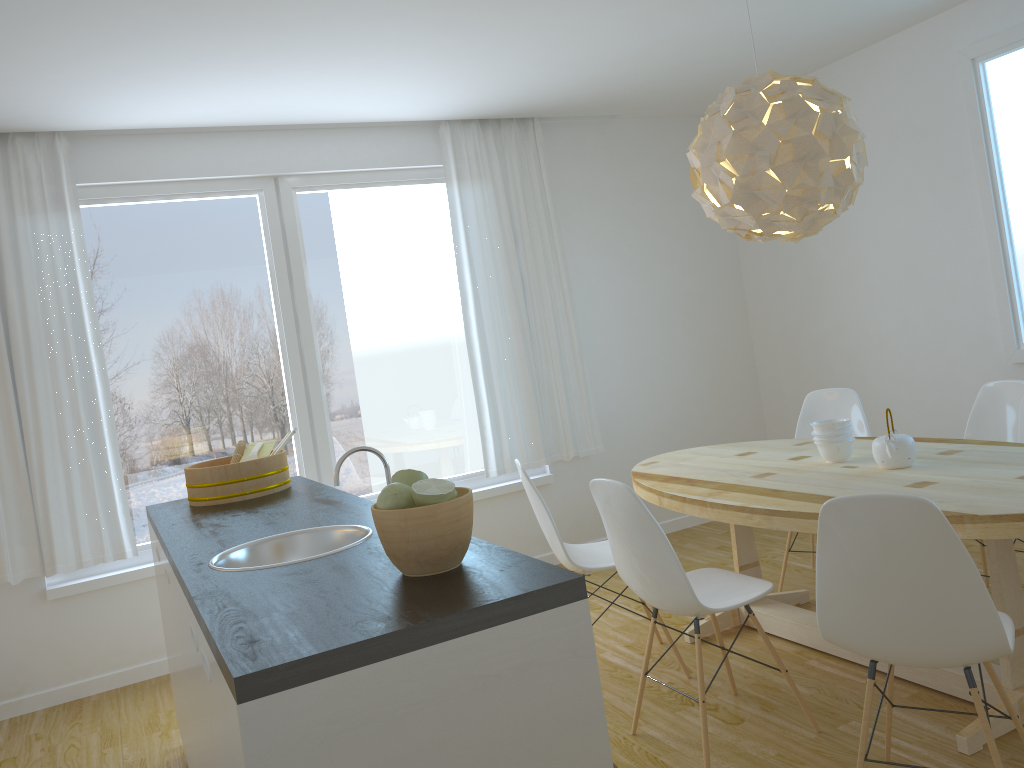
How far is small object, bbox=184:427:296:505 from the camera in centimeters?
322cm

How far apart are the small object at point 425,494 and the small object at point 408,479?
0.07m

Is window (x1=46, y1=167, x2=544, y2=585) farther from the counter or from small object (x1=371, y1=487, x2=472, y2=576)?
small object (x1=371, y1=487, x2=472, y2=576)

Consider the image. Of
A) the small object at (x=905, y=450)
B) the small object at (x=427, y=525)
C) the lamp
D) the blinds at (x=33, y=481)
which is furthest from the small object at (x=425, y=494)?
the blinds at (x=33, y=481)

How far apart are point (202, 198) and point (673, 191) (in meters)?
2.97

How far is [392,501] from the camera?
1.7m

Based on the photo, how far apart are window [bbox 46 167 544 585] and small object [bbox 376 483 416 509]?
3.2 meters

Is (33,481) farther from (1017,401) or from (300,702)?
(1017,401)

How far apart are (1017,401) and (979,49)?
1.8 meters

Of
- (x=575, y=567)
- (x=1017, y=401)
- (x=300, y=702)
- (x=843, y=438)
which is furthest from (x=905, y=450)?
(x=300, y=702)
